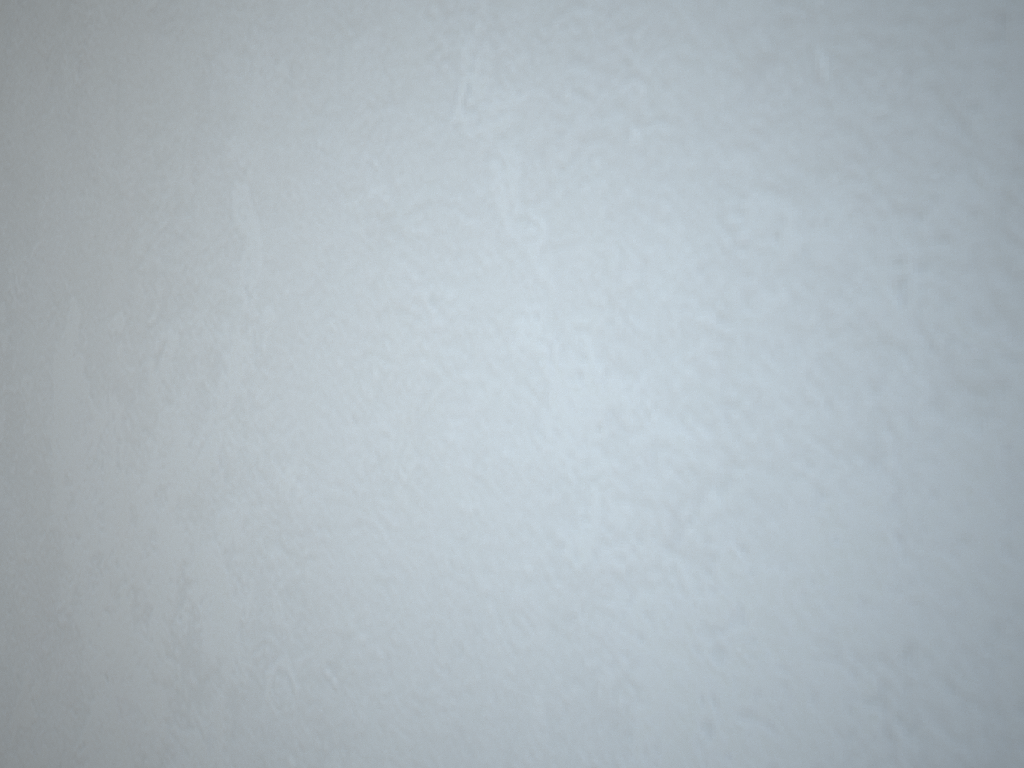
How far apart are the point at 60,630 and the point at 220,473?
0.13m
